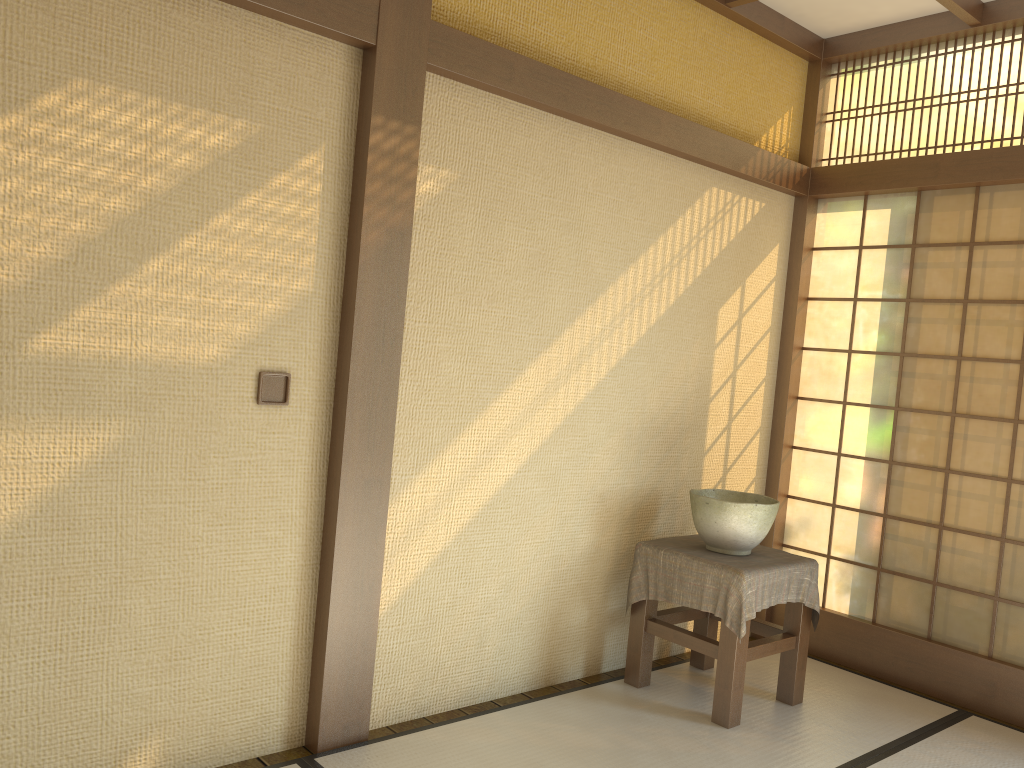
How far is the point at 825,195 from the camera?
4.33m

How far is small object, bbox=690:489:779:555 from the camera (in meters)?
3.44

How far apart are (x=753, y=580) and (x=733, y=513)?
0.3m

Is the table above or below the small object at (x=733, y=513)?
below

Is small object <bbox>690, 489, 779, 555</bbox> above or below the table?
above

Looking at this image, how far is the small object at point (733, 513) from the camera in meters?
3.4

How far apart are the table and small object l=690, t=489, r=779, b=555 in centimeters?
3cm

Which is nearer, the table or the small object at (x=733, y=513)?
the table

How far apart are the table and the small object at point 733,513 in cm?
3

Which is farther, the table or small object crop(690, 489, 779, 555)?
small object crop(690, 489, 779, 555)
